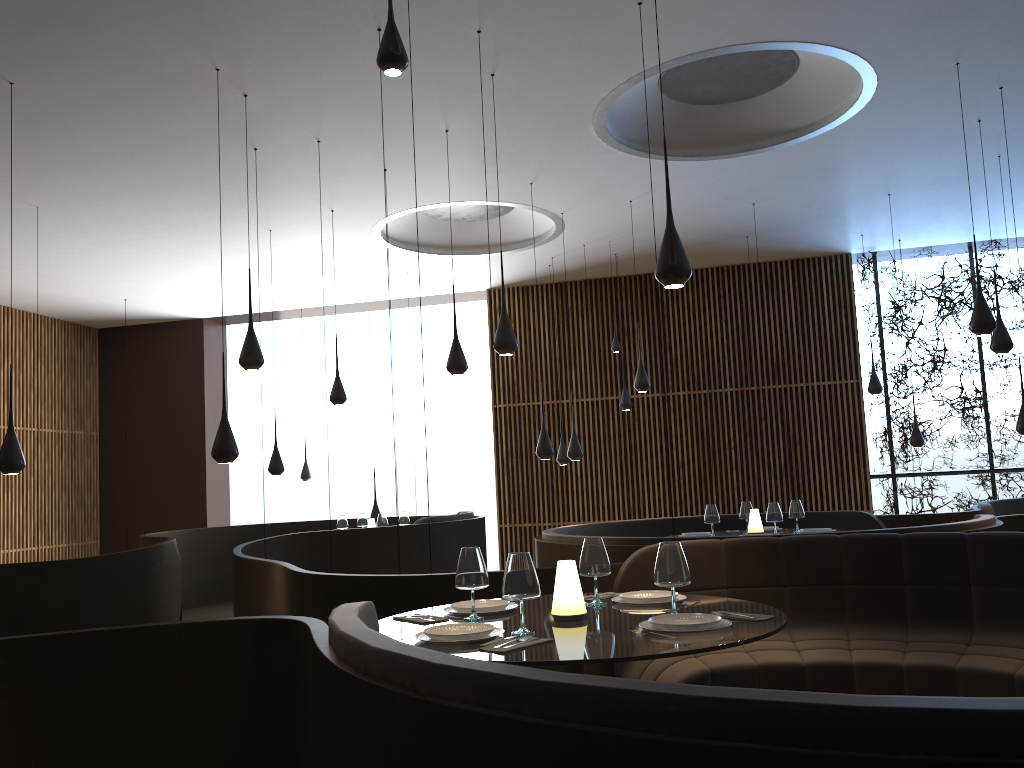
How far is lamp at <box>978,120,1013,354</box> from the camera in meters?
8.1 m

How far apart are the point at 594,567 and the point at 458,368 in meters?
4.1 m

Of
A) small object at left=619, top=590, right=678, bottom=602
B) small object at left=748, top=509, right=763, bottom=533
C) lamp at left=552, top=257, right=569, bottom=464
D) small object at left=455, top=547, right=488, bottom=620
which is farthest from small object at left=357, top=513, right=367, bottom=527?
small object at left=455, top=547, right=488, bottom=620

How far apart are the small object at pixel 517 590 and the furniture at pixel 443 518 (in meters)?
6.99

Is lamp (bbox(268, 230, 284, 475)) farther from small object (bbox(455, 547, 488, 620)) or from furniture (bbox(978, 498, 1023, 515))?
furniture (bbox(978, 498, 1023, 515))

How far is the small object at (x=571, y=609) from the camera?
3.48m

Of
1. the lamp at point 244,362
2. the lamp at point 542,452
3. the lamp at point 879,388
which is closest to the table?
the lamp at point 244,362

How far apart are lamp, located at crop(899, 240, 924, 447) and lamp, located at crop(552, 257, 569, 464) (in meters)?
4.82

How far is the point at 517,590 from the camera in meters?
3.2 m

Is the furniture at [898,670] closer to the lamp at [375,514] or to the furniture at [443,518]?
the furniture at [443,518]
